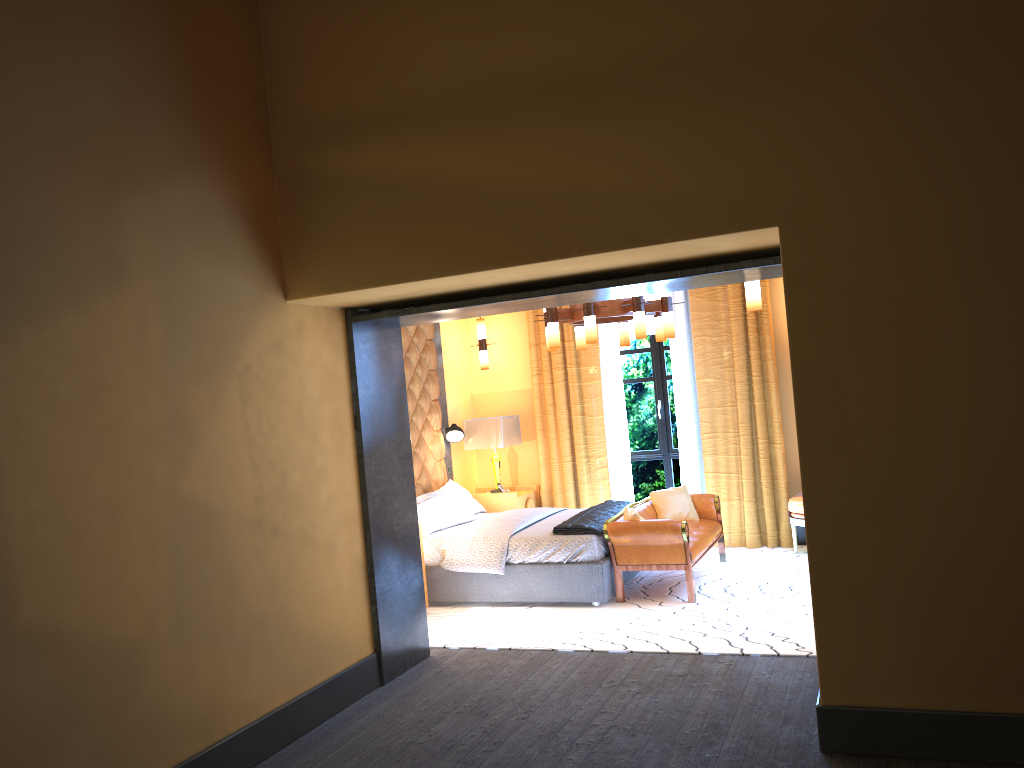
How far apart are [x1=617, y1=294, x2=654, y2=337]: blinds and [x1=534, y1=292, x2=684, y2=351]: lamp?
1.67m

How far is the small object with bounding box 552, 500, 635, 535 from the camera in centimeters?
665cm

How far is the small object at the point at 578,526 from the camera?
6.65m

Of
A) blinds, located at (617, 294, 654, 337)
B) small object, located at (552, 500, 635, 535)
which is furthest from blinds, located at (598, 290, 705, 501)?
small object, located at (552, 500, 635, 535)

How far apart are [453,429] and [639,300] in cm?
279

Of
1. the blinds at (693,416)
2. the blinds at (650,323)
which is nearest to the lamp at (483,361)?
the blinds at (693,416)

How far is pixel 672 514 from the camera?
7.58m

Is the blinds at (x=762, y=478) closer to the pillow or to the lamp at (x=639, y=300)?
the pillow

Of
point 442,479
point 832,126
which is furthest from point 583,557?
point 832,126

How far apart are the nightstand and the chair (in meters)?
2.53
